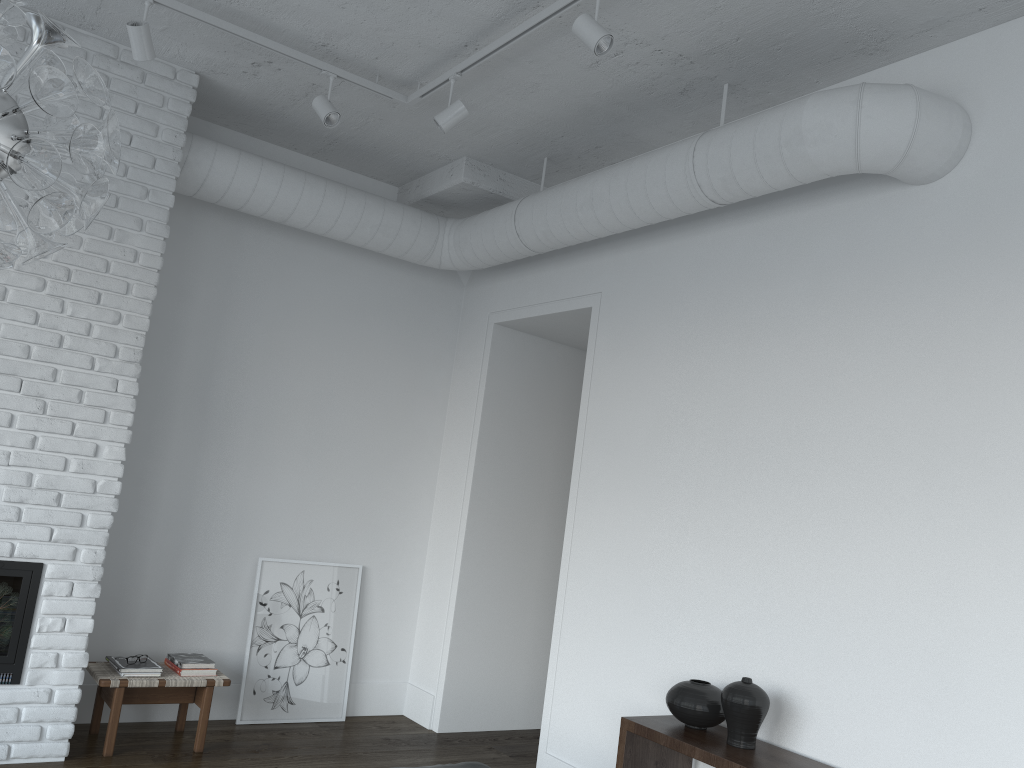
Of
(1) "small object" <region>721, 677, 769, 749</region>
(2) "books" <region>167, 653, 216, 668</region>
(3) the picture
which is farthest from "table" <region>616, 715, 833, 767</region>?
(3) the picture

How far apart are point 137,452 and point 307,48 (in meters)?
2.24

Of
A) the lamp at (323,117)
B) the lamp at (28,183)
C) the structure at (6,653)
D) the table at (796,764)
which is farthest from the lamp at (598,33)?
the structure at (6,653)

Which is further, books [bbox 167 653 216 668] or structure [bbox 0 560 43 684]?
books [bbox 167 653 216 668]

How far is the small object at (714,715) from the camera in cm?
326

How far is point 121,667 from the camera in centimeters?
413cm

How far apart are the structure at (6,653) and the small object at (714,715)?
2.71m

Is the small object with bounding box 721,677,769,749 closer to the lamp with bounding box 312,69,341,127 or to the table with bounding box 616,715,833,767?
the table with bounding box 616,715,833,767

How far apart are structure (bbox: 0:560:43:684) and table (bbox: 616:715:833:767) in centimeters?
255cm

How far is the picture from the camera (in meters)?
4.89
